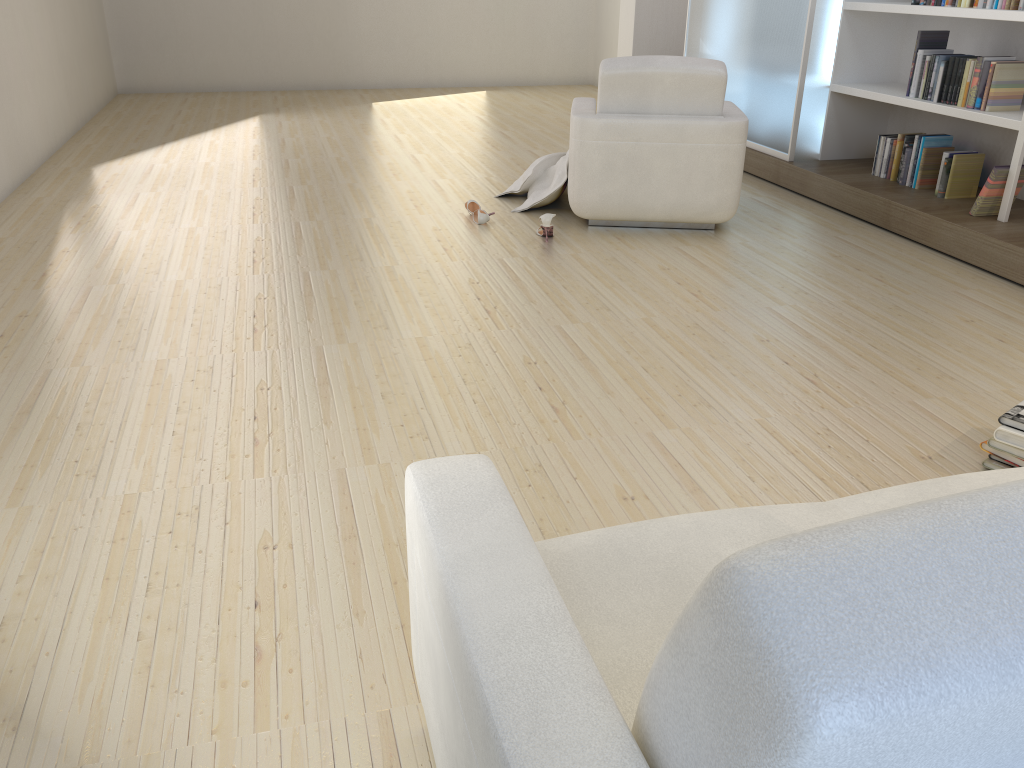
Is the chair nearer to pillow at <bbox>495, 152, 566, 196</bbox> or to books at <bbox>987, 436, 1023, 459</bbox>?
pillow at <bbox>495, 152, 566, 196</bbox>

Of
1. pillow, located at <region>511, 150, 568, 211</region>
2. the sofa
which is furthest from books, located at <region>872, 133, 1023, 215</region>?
the sofa

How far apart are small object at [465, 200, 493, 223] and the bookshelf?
2.34m

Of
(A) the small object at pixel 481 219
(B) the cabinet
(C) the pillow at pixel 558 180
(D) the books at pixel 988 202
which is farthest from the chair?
(D) the books at pixel 988 202

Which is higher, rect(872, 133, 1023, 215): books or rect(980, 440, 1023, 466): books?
rect(872, 133, 1023, 215): books

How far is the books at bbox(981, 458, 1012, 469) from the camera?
2.42m

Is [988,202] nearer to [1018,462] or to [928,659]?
[1018,462]

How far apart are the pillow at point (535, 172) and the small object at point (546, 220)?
0.8m

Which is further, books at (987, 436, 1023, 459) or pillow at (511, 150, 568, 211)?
pillow at (511, 150, 568, 211)

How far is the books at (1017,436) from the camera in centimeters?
236cm
